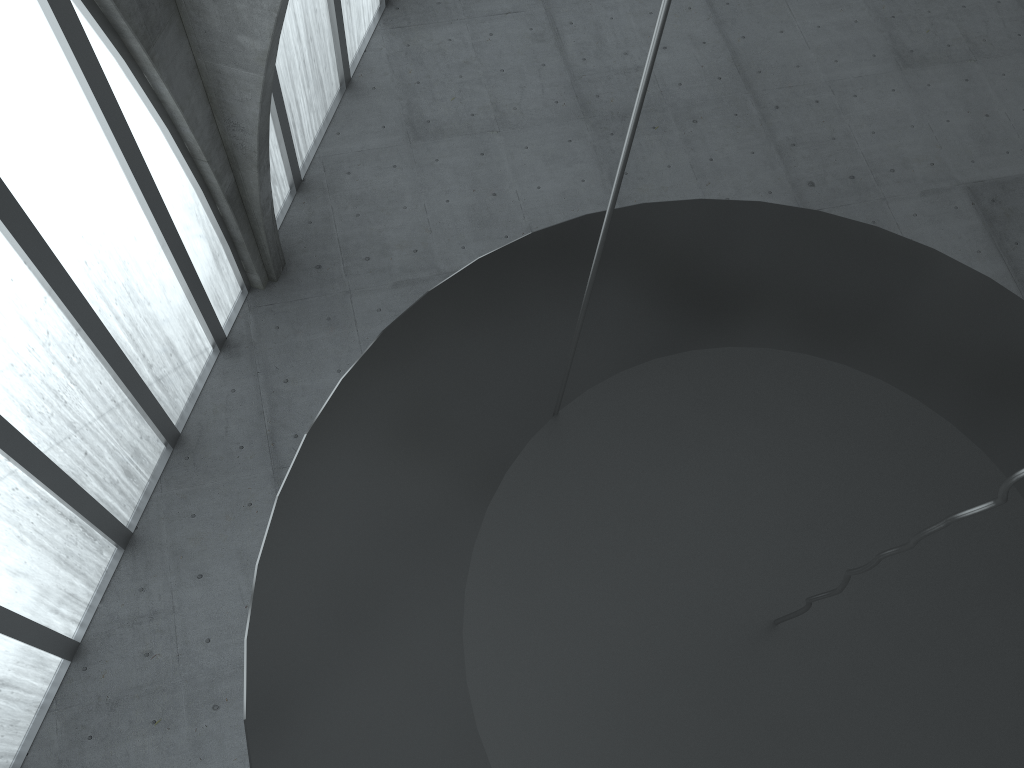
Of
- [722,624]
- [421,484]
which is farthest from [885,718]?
[421,484]

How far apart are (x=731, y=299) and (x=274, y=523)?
5.5 meters
